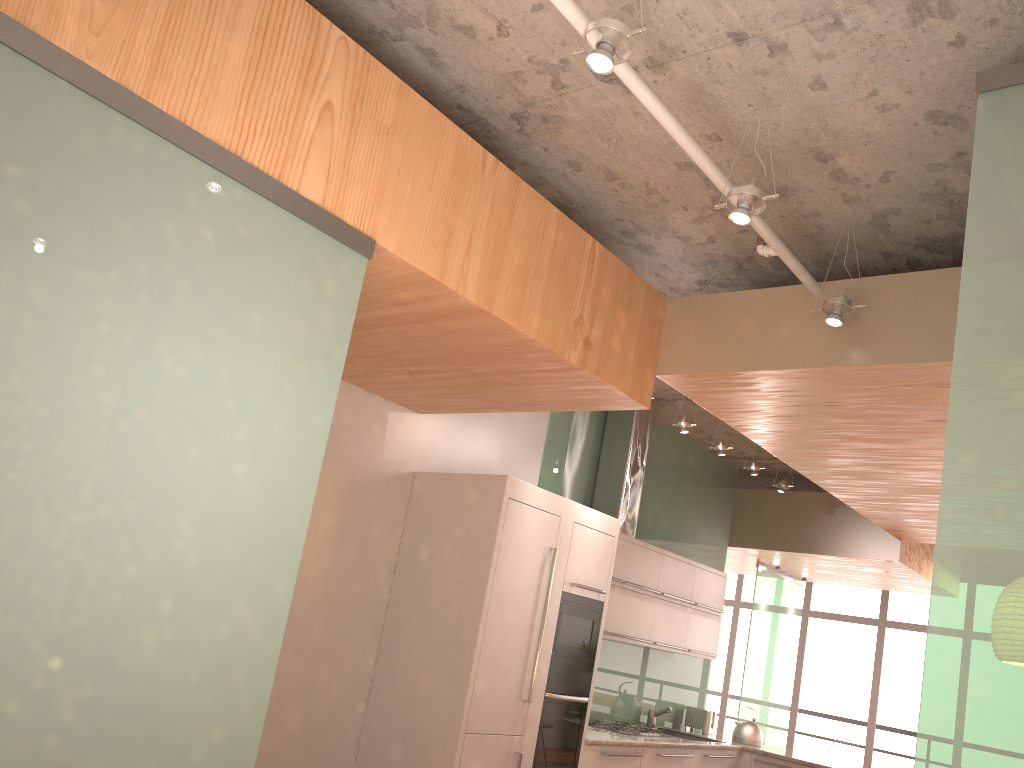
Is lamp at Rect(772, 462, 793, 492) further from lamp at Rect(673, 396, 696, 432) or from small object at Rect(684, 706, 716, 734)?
small object at Rect(684, 706, 716, 734)

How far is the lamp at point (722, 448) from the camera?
6.22m

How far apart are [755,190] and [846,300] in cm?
92

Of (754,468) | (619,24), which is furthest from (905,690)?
(619,24)

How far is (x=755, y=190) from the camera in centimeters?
297cm

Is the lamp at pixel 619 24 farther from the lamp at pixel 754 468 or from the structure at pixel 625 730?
the structure at pixel 625 730

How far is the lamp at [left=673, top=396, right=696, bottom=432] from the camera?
5.8 meters

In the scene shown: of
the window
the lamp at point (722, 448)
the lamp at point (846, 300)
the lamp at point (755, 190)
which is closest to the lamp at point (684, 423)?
the lamp at point (722, 448)

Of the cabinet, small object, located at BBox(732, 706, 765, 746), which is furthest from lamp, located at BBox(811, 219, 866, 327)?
small object, located at BBox(732, 706, 765, 746)

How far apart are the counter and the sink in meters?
0.3
